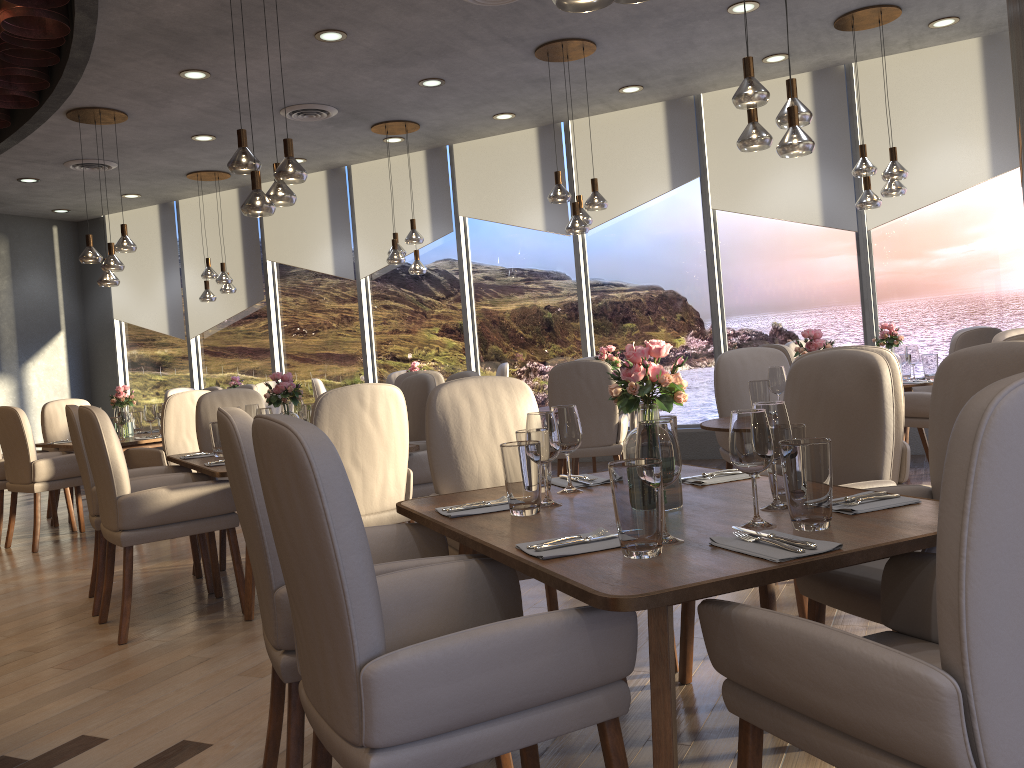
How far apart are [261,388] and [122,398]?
1.9 meters

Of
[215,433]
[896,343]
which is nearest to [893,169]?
[896,343]

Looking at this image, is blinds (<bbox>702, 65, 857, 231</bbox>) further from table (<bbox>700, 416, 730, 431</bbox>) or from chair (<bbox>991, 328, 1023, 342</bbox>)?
table (<bbox>700, 416, 730, 431</bbox>)

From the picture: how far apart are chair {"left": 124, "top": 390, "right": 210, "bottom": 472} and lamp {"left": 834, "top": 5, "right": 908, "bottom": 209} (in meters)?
4.74

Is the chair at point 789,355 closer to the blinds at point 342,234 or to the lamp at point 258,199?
the lamp at point 258,199

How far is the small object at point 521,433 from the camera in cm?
253

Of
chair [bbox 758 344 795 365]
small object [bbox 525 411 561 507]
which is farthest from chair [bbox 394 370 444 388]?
small object [bbox 525 411 561 507]

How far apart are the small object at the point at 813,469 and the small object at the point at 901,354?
4.9m

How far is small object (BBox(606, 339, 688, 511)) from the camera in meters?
2.1 m

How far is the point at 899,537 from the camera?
1.7 meters
